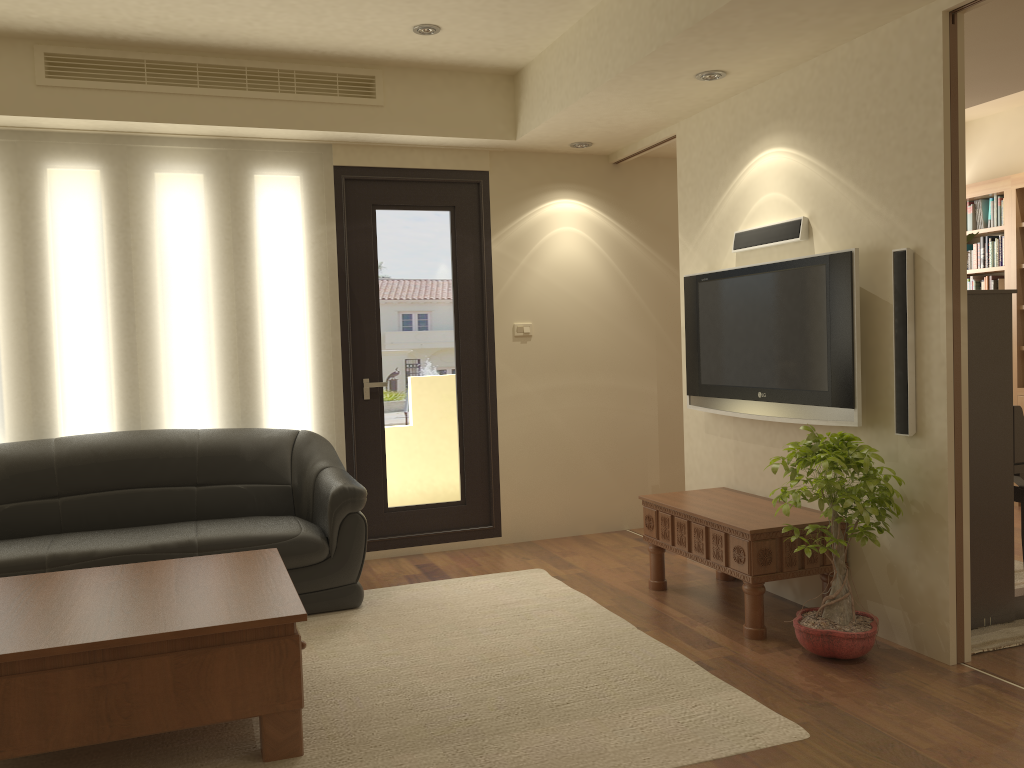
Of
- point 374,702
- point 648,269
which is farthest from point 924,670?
point 648,269

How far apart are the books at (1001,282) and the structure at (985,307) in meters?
3.2

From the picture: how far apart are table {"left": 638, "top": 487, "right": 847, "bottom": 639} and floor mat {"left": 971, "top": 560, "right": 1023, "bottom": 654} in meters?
0.6 m

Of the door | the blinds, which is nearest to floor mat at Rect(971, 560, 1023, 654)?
the door

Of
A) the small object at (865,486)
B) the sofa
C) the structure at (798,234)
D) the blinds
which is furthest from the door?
the small object at (865,486)

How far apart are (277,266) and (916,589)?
3.84m

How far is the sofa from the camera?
4.3 meters

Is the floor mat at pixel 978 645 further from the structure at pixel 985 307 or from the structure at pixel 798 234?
the structure at pixel 798 234

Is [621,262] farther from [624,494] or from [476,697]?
[476,697]

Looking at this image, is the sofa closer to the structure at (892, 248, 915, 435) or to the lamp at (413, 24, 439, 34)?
the lamp at (413, 24, 439, 34)
